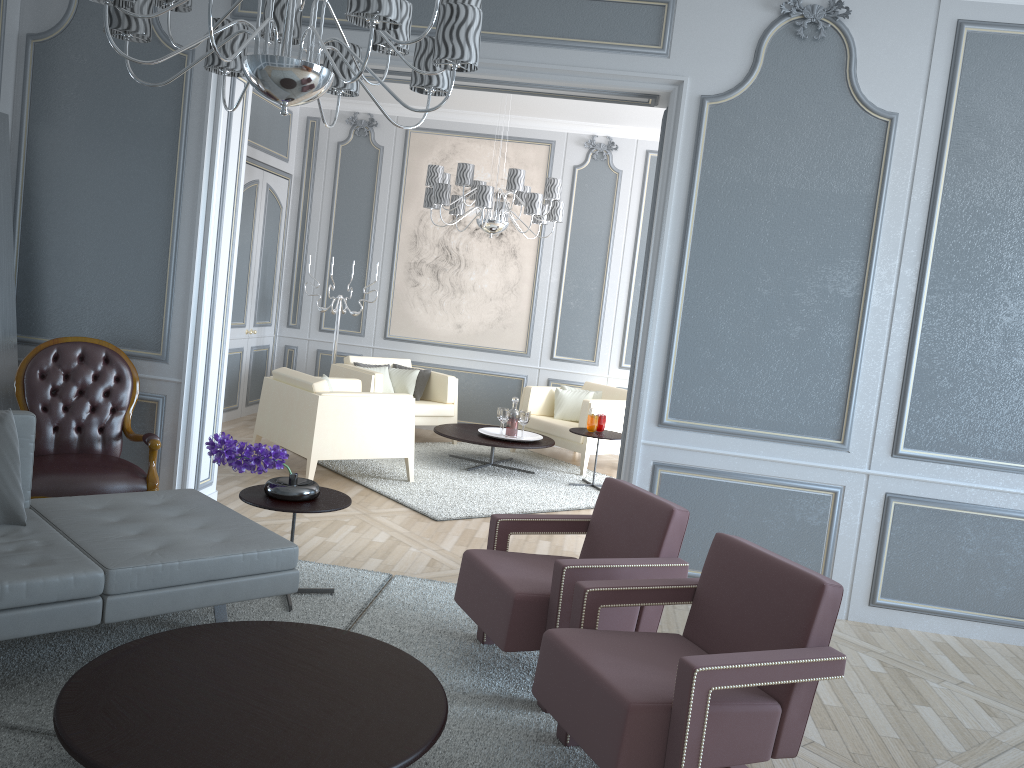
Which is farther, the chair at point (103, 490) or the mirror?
the mirror

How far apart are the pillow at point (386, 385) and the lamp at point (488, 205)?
1.43m

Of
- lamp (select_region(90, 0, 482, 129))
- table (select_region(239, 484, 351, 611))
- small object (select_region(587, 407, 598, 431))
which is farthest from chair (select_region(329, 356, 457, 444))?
lamp (select_region(90, 0, 482, 129))

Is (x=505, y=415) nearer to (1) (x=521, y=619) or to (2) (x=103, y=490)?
(2) (x=103, y=490)

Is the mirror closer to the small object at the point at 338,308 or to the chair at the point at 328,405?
the chair at the point at 328,405

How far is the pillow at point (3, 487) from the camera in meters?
2.7

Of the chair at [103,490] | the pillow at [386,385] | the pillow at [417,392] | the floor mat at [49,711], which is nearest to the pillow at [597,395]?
the pillow at [417,392]

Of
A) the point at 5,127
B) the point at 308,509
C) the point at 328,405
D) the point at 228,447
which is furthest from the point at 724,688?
the point at 5,127

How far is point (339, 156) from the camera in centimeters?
765cm

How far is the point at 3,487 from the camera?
2.7 meters
